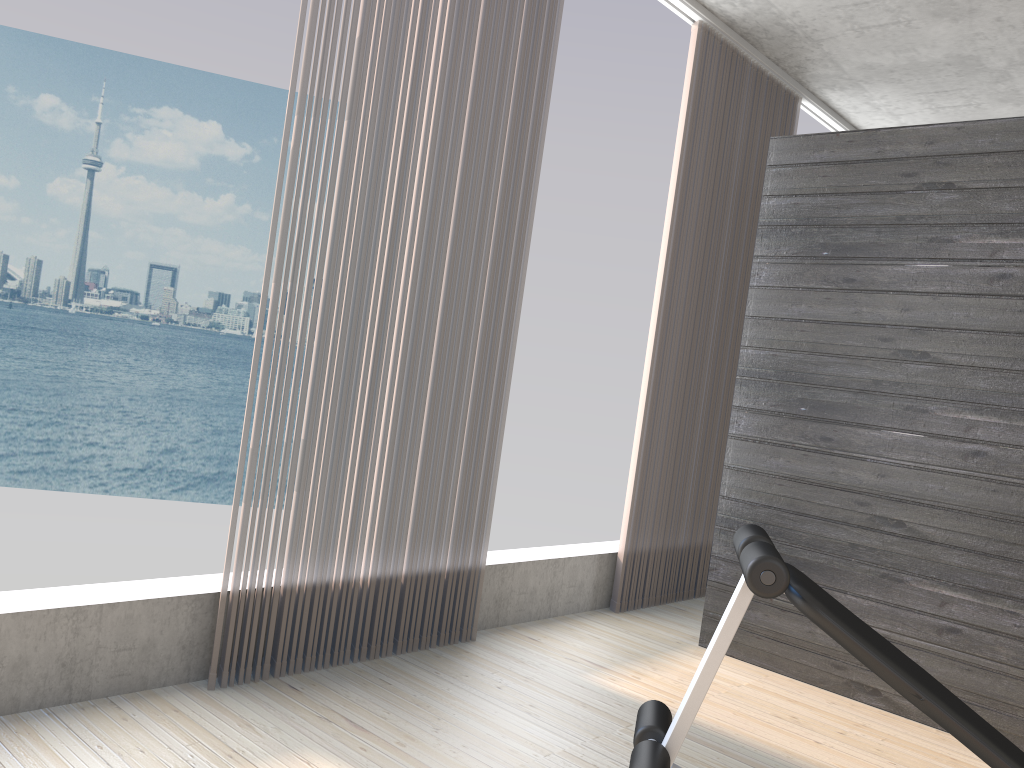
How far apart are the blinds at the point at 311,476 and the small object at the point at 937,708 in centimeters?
116cm

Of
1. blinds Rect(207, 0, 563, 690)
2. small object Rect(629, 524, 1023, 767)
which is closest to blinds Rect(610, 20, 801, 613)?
blinds Rect(207, 0, 563, 690)

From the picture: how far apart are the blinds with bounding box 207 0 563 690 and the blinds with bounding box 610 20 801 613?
0.9 meters

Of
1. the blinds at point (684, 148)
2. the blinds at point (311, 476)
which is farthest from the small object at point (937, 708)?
the blinds at point (684, 148)

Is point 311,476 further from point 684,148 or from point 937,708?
point 684,148

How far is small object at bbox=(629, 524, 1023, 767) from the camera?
1.6 meters

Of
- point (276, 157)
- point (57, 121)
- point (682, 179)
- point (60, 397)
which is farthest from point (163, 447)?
point (682, 179)

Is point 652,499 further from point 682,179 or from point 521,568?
point 682,179

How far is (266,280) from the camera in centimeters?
253cm

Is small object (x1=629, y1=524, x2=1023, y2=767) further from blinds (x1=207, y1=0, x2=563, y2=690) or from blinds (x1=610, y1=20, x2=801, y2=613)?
blinds (x1=610, y1=20, x2=801, y2=613)
